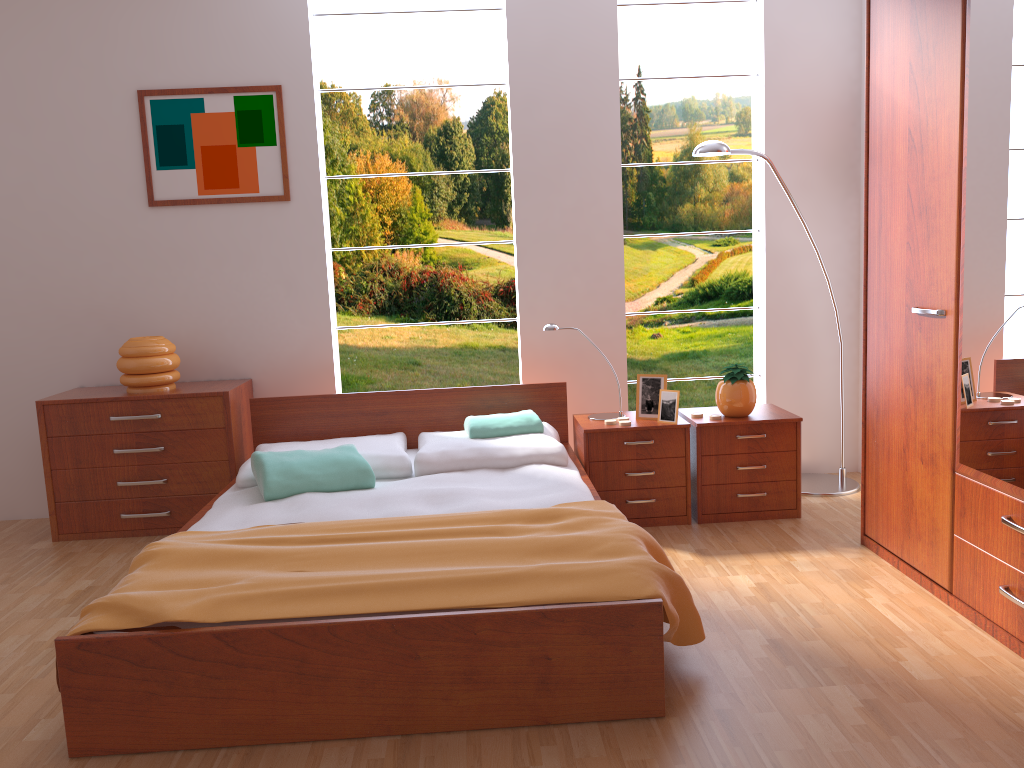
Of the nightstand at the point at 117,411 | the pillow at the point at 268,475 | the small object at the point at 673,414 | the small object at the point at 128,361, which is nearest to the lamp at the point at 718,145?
the small object at the point at 673,414

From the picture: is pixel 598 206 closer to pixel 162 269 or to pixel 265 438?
pixel 265 438

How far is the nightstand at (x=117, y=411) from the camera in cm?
379

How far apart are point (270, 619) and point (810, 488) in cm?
277

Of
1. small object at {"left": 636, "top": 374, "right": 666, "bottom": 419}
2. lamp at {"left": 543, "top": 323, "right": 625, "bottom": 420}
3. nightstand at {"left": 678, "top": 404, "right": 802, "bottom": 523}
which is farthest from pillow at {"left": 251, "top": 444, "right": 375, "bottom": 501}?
nightstand at {"left": 678, "top": 404, "right": 802, "bottom": 523}

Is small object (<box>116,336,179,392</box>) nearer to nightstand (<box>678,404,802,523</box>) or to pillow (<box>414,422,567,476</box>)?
pillow (<box>414,422,567,476</box>)

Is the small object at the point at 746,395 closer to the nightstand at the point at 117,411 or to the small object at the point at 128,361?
the nightstand at the point at 117,411

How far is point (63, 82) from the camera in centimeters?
398cm

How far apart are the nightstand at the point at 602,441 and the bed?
0.0 meters

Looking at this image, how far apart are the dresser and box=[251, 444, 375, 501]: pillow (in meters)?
1.83
